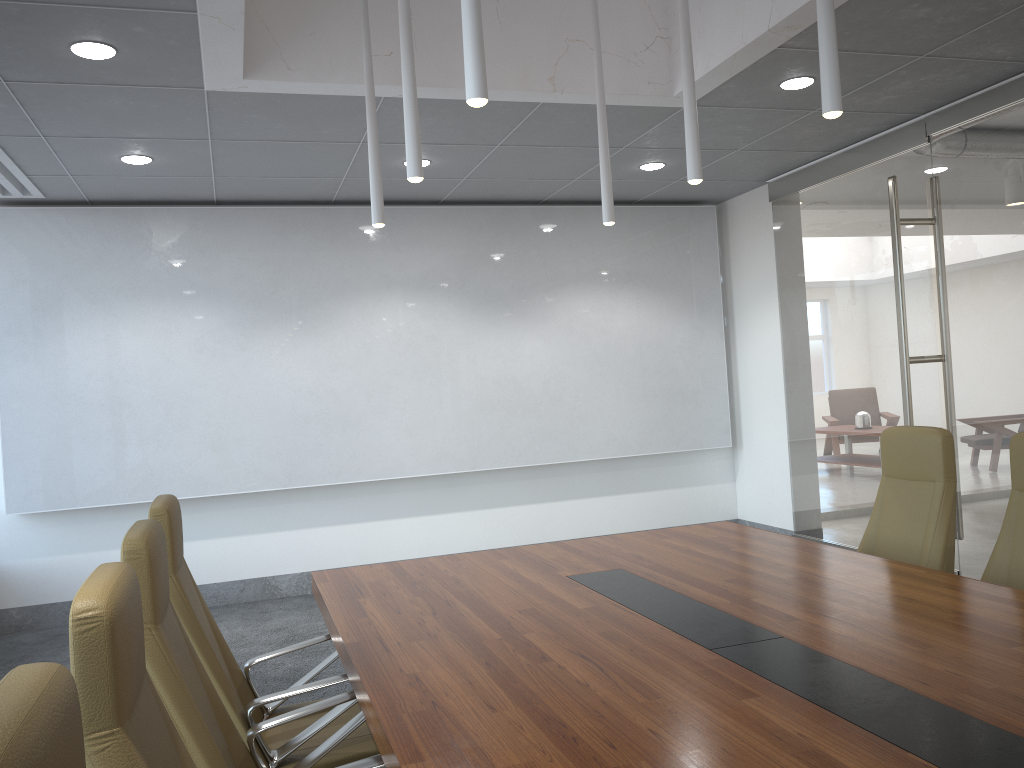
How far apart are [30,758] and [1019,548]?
3.8 meters

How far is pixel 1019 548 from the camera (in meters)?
3.70

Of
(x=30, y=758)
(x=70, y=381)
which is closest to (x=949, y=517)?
(x=30, y=758)

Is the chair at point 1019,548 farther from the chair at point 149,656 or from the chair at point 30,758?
the chair at point 30,758

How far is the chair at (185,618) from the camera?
3.1 meters

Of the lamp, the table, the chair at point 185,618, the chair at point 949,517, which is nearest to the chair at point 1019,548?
the chair at point 949,517

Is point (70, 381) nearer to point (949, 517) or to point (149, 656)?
point (149, 656)

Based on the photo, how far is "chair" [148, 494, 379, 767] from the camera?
3.1m

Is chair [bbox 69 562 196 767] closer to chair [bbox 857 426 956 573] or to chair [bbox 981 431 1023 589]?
chair [bbox 981 431 1023 589]

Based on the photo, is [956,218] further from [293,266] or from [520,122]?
[293,266]
